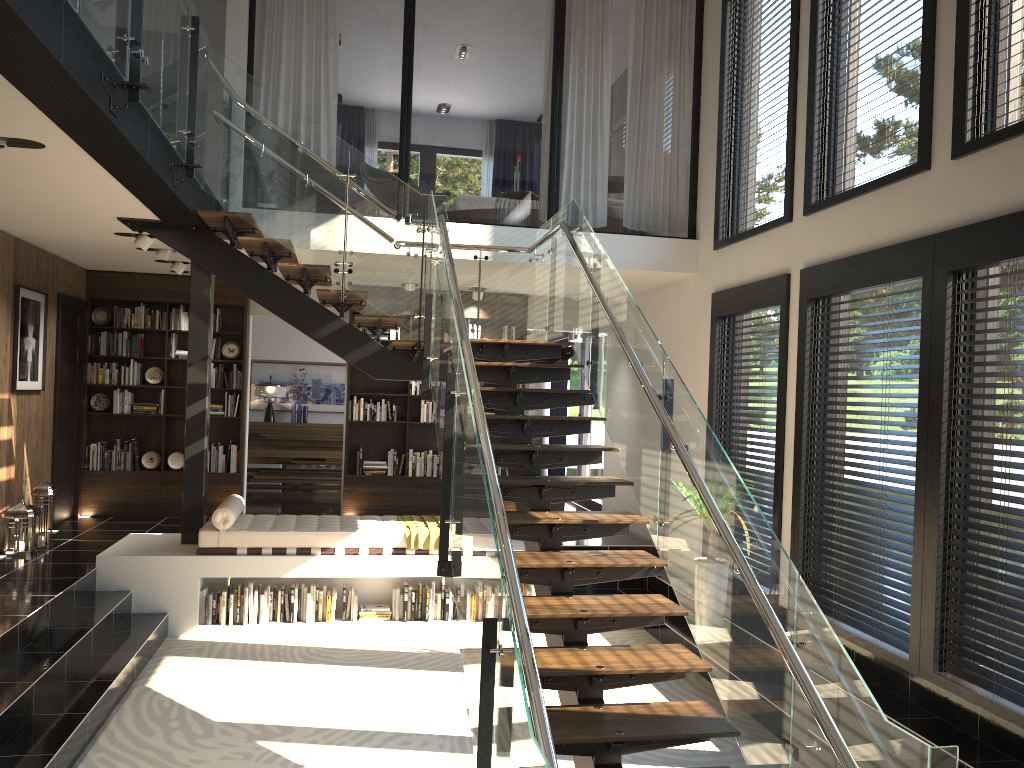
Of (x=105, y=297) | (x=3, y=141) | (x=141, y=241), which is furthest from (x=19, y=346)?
(x=3, y=141)

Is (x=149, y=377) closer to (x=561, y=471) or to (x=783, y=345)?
(x=561, y=471)

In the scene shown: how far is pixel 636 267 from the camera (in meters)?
8.27

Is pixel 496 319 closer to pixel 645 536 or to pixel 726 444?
pixel 726 444

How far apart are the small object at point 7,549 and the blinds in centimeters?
738cm

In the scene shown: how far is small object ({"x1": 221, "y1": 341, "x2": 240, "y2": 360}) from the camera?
10.03m

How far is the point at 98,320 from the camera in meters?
9.8 m

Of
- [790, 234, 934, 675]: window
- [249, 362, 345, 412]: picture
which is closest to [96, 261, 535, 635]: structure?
[790, 234, 934, 675]: window

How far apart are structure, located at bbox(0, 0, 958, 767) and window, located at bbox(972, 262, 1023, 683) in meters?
1.8

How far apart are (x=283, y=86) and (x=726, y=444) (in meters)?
9.04
